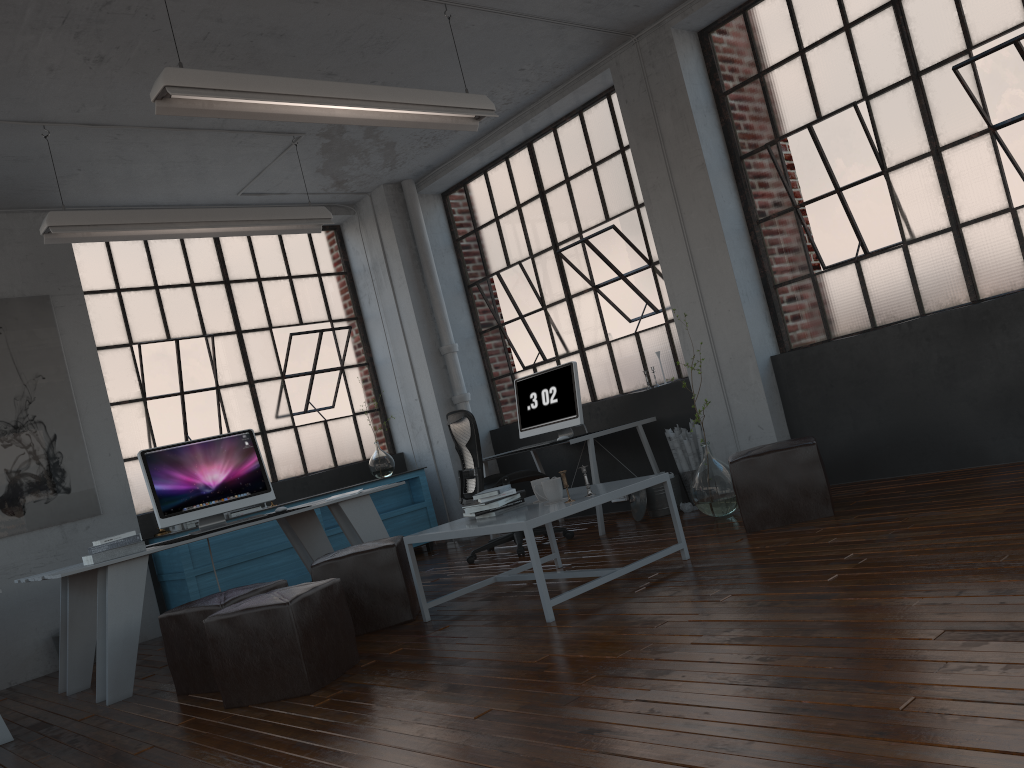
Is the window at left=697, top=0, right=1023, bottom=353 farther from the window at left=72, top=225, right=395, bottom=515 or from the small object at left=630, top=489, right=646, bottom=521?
the window at left=72, top=225, right=395, bottom=515

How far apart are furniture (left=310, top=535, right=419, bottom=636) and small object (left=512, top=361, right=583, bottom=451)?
1.9 meters

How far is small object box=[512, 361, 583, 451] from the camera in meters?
6.6 m

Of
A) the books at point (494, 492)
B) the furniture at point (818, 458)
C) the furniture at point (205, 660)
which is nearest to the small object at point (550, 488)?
the books at point (494, 492)

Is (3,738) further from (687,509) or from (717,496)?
(687,509)

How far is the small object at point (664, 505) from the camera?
6.2 meters

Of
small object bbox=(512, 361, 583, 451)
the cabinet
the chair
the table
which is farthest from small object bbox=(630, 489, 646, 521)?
the cabinet

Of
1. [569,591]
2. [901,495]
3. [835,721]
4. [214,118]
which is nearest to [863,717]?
[835,721]

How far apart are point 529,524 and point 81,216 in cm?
335

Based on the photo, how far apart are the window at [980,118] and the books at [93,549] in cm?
416
